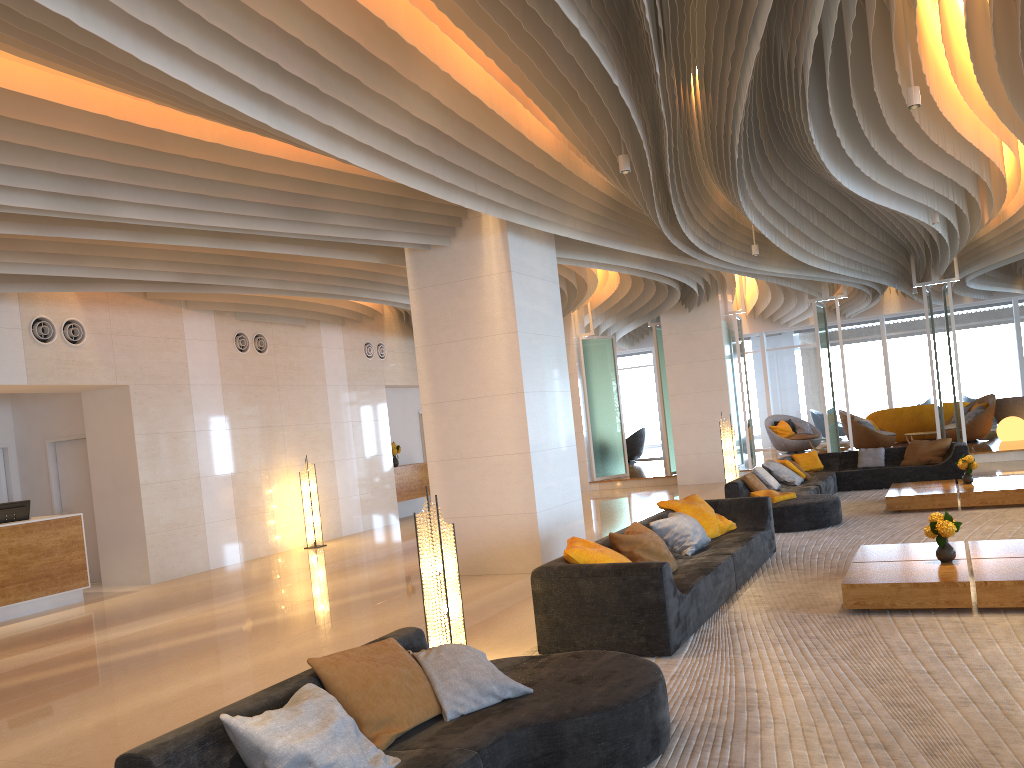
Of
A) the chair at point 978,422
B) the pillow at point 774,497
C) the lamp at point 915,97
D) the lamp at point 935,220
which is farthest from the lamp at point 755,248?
the chair at point 978,422

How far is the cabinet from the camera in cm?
1690

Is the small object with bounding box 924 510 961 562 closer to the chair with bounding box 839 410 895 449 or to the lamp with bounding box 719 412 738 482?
the lamp with bounding box 719 412 738 482

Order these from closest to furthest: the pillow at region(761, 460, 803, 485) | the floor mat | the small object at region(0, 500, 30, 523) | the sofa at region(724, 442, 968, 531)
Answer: the floor mat, the sofa at region(724, 442, 968, 531), the small object at region(0, 500, 30, 523), the pillow at region(761, 460, 803, 485)

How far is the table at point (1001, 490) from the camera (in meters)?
10.17

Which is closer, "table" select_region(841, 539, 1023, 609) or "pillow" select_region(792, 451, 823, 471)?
"table" select_region(841, 539, 1023, 609)

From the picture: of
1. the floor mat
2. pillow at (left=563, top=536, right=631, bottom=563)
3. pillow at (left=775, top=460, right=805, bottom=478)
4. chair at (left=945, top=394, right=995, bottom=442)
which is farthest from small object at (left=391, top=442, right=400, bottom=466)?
chair at (left=945, top=394, right=995, bottom=442)

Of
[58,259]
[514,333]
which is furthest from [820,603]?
[58,259]

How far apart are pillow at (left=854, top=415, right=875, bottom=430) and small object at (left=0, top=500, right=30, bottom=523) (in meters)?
15.61

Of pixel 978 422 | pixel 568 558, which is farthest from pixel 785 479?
pixel 978 422
